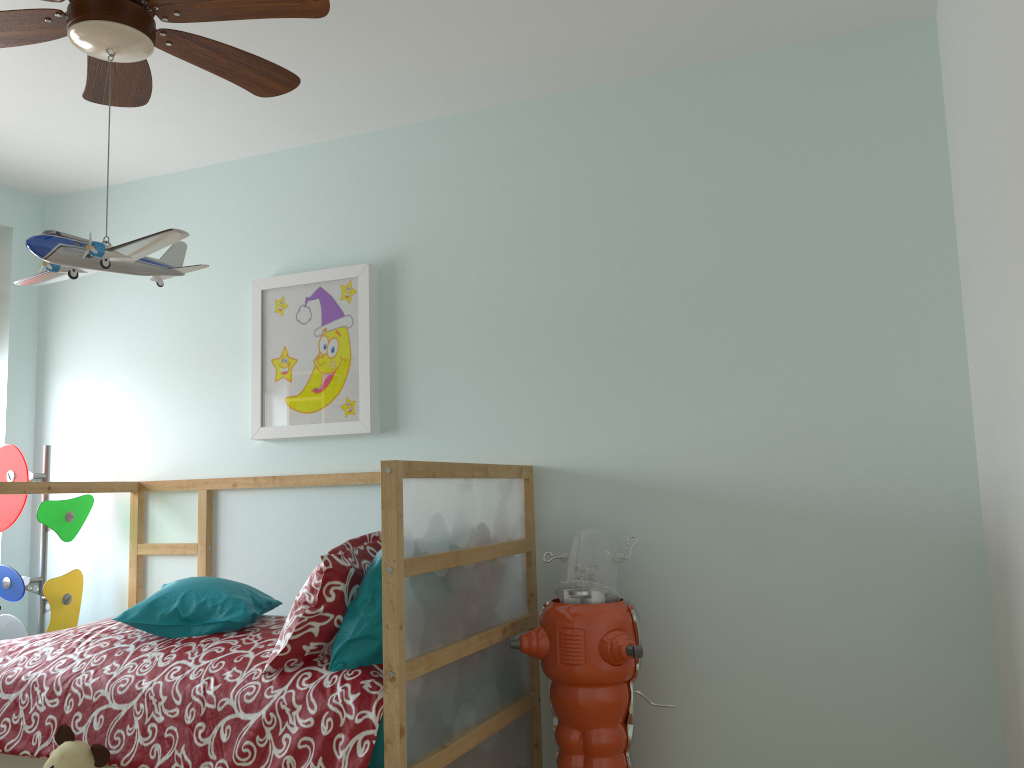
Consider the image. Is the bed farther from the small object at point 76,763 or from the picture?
the picture

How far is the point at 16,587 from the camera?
3.2m

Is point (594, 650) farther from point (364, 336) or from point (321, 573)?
point (364, 336)

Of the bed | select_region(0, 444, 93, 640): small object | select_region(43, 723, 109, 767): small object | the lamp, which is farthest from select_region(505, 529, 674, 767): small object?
select_region(0, 444, 93, 640): small object

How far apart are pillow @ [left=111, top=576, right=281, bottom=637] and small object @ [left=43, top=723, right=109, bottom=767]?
0.3 meters

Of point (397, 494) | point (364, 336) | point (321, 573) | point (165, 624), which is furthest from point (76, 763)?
point (364, 336)

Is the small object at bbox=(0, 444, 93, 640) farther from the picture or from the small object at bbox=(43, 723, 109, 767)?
the small object at bbox=(43, 723, 109, 767)

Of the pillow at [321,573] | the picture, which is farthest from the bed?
the picture

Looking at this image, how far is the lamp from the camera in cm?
167

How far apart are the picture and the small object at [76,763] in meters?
1.2 m
